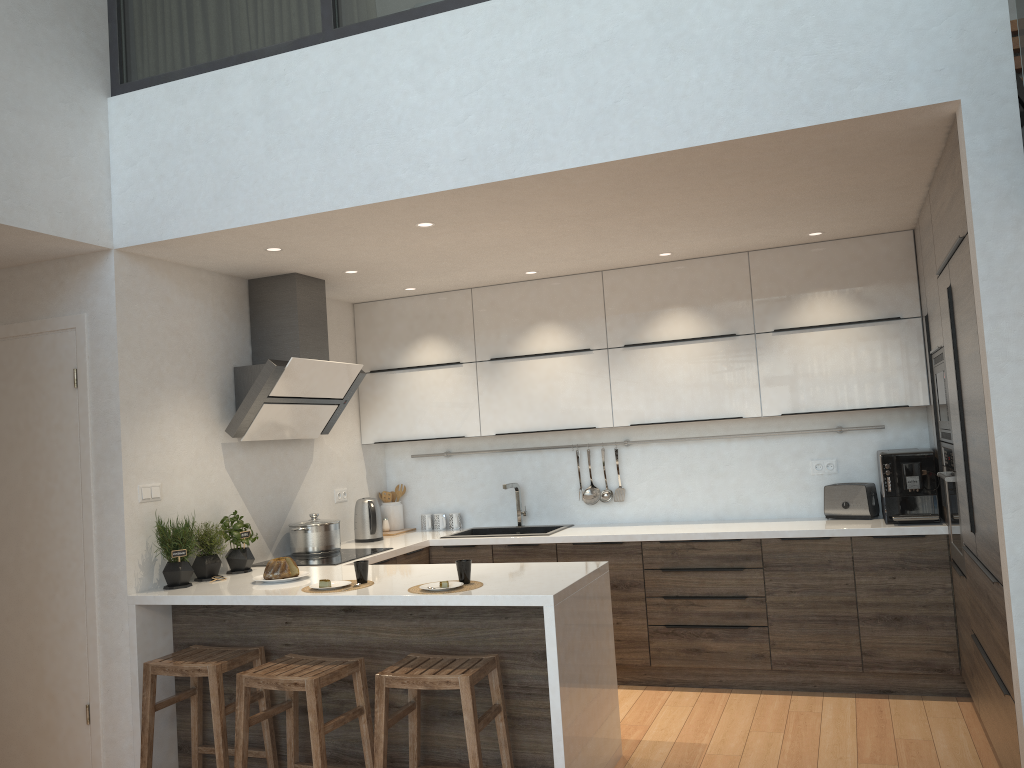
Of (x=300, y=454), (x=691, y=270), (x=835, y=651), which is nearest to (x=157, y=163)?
(x=300, y=454)

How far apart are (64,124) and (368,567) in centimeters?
240cm

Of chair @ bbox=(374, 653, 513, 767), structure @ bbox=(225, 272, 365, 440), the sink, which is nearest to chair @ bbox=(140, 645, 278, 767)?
→ chair @ bbox=(374, 653, 513, 767)

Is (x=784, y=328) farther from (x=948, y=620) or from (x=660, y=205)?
(x=948, y=620)

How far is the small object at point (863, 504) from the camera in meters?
4.9

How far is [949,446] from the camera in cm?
401

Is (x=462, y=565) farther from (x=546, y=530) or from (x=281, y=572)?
(x=546, y=530)

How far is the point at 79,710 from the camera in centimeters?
399cm

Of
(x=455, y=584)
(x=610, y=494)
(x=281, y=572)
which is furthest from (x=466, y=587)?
(x=610, y=494)

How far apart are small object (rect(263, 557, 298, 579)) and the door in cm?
76
